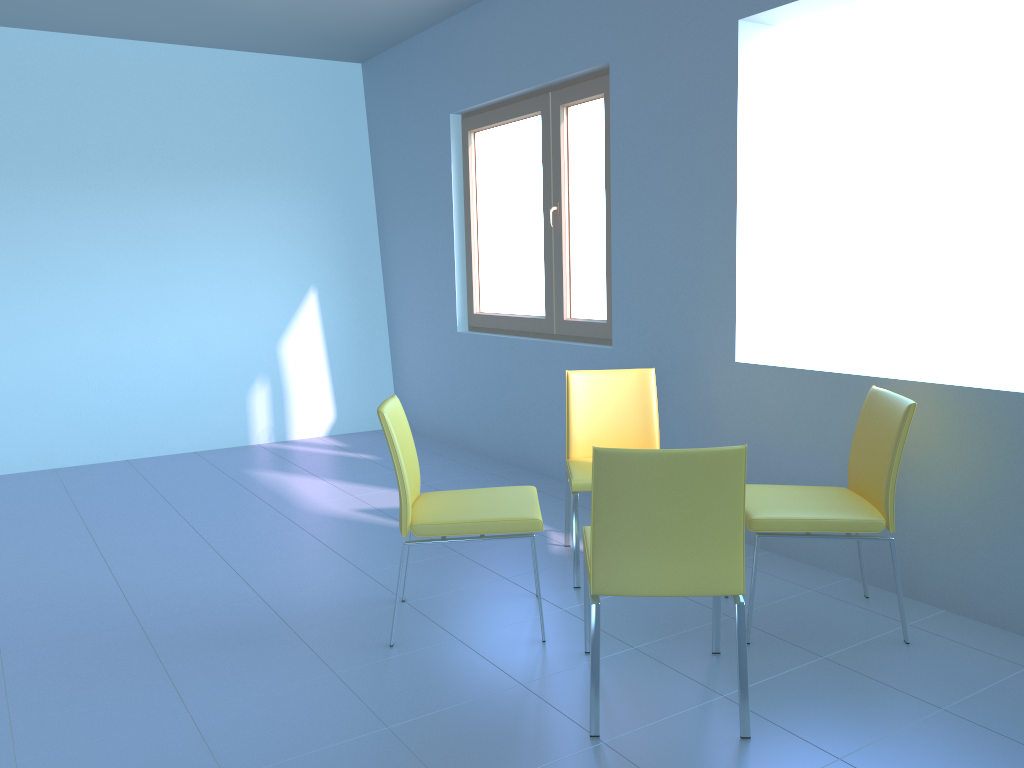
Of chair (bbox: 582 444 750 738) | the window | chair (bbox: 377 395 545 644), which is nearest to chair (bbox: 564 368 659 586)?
chair (bbox: 377 395 545 644)

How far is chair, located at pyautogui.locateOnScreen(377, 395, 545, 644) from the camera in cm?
257

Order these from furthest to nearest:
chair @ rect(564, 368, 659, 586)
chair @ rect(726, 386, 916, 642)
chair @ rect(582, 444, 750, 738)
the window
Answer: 1. the window
2. chair @ rect(564, 368, 659, 586)
3. chair @ rect(726, 386, 916, 642)
4. chair @ rect(582, 444, 750, 738)

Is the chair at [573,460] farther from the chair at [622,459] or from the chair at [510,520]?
the chair at [622,459]

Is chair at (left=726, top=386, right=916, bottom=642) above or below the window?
below

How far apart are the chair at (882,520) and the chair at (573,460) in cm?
53

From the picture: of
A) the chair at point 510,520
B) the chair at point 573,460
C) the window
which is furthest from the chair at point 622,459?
the window

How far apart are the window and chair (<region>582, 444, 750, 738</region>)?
1.9 meters

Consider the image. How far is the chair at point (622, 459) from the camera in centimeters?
198cm

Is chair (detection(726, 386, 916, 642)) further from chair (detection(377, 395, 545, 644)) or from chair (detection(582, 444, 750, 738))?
chair (detection(377, 395, 545, 644))
